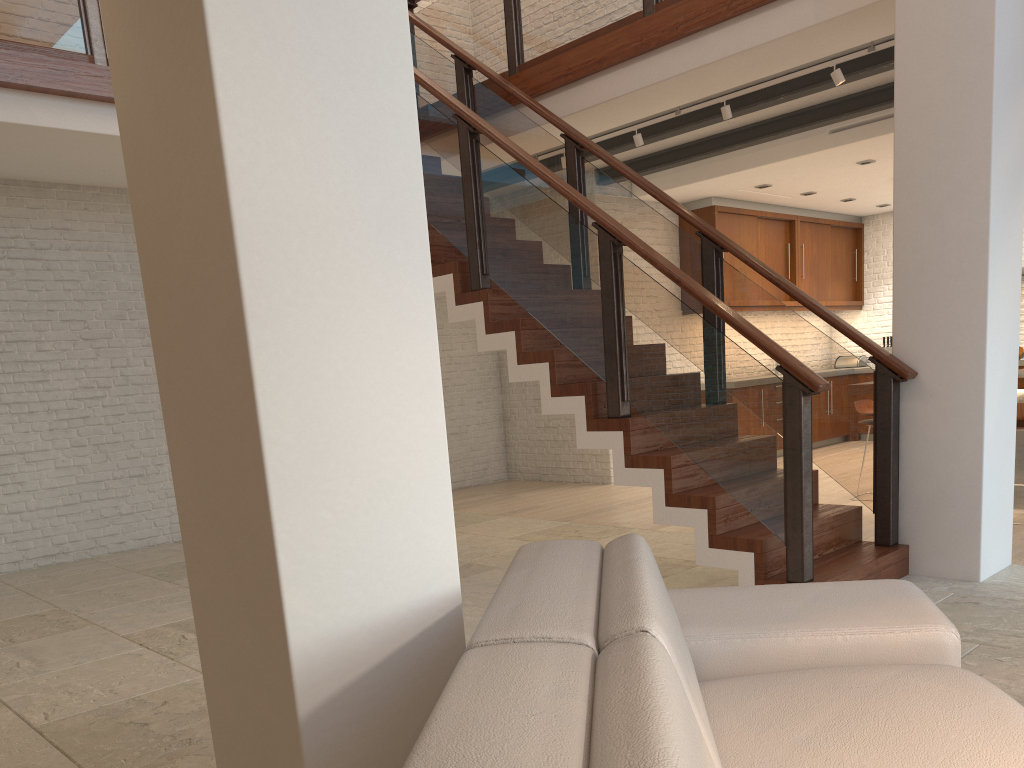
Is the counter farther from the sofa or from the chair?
the sofa

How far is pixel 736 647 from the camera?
2.2 meters

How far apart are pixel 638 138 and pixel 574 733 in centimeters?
616cm

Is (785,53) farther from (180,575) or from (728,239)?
(180,575)

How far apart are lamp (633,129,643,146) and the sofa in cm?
489

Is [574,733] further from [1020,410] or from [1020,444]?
[1020,444]

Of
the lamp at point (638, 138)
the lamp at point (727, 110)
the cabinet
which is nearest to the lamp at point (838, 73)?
the lamp at point (727, 110)

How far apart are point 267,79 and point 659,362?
3.0m

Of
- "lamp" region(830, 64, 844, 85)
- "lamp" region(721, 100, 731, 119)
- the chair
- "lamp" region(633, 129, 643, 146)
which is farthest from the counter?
"lamp" region(633, 129, 643, 146)

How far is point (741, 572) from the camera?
4.05m
